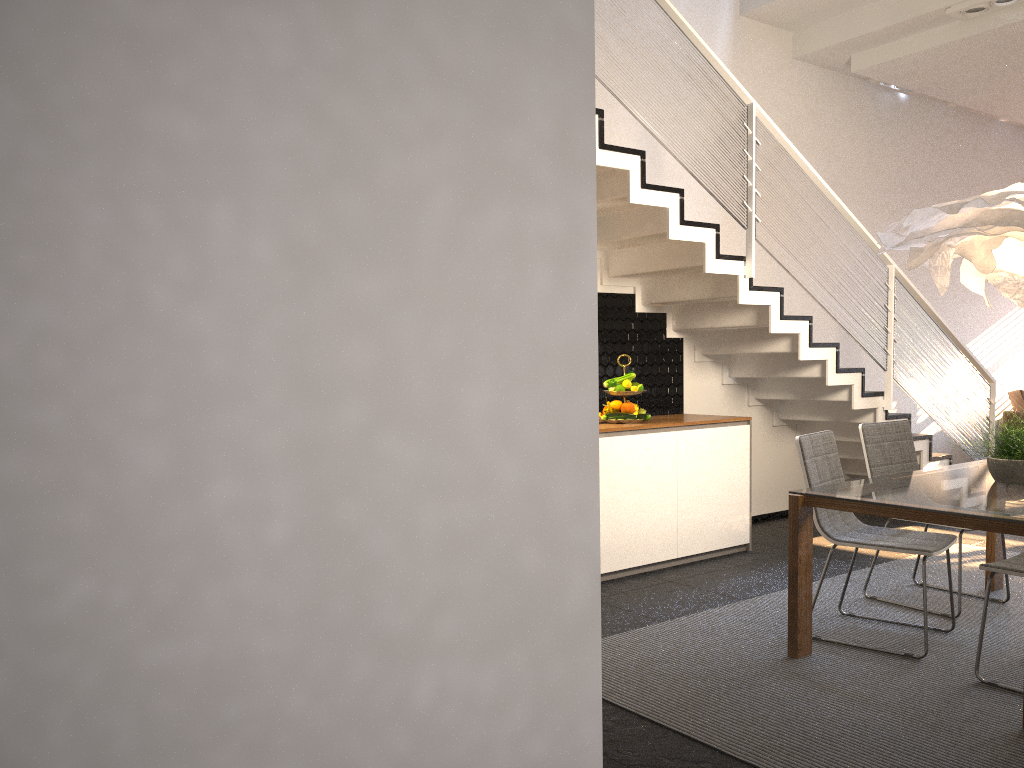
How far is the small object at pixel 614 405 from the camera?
5.4m

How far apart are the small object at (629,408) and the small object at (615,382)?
0.1m

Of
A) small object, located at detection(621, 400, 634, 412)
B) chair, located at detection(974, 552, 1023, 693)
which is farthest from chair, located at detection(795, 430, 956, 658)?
small object, located at detection(621, 400, 634, 412)

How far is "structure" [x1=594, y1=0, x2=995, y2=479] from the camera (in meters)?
4.75

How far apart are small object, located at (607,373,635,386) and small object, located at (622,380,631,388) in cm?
4

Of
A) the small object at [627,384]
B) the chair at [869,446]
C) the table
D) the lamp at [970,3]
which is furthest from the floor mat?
the lamp at [970,3]

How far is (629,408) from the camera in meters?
5.4 m

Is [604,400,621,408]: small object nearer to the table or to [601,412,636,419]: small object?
[601,412,636,419]: small object

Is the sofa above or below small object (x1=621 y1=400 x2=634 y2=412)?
below

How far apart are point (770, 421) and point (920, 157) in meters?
3.1
